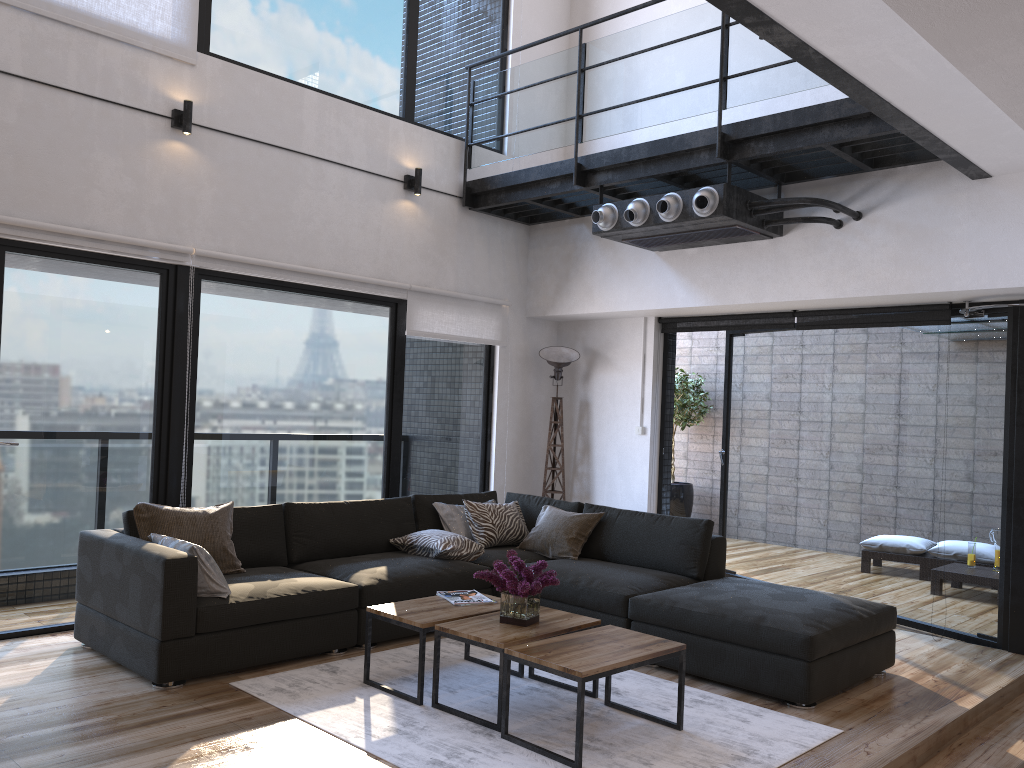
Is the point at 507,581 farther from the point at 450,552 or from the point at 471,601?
the point at 450,552

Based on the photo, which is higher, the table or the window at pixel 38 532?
the window at pixel 38 532

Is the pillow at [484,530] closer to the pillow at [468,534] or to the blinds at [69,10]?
the pillow at [468,534]

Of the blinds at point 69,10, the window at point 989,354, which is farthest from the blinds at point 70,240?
the window at point 989,354

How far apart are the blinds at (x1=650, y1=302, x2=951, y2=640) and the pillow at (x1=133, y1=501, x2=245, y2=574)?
3.6 meters

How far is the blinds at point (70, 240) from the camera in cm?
469

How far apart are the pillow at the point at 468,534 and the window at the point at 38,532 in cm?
59

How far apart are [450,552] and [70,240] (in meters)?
2.70

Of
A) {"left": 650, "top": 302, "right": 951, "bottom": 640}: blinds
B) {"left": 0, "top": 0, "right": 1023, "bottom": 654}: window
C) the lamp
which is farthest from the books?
{"left": 650, "top": 302, "right": 951, "bottom": 640}: blinds

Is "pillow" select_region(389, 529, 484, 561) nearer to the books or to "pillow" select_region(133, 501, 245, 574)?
the books
